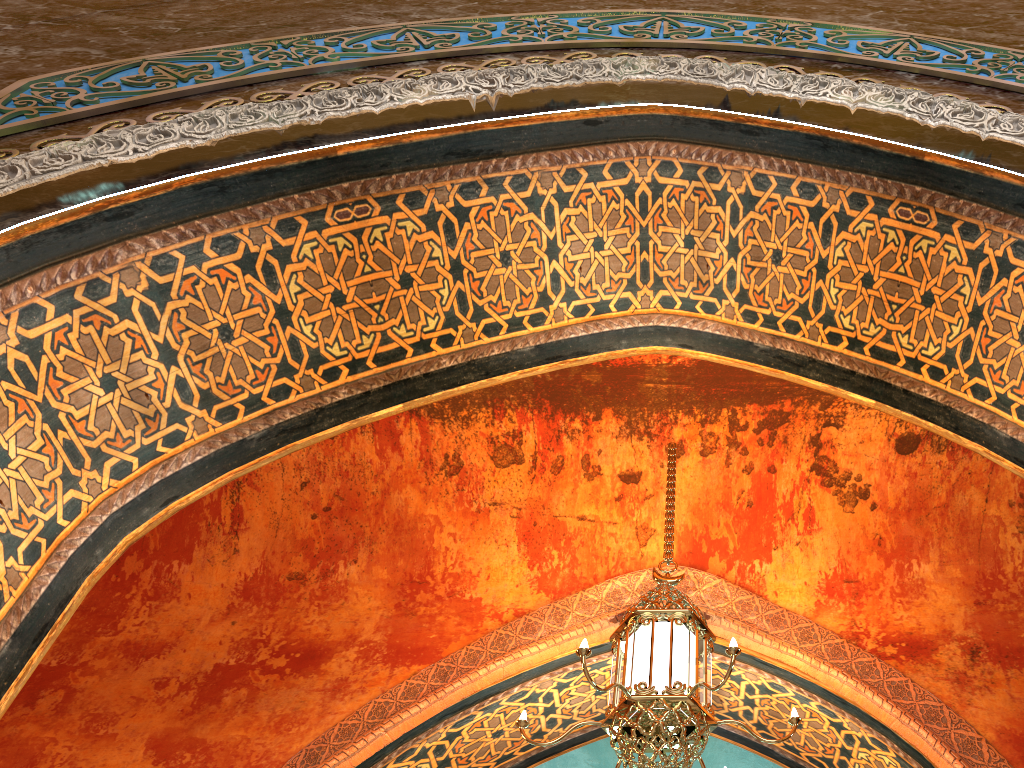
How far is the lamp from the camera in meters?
3.5

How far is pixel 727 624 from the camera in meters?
5.0

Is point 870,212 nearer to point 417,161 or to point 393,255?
point 417,161

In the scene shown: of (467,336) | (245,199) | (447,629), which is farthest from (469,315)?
(447,629)

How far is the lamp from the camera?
3.50m
